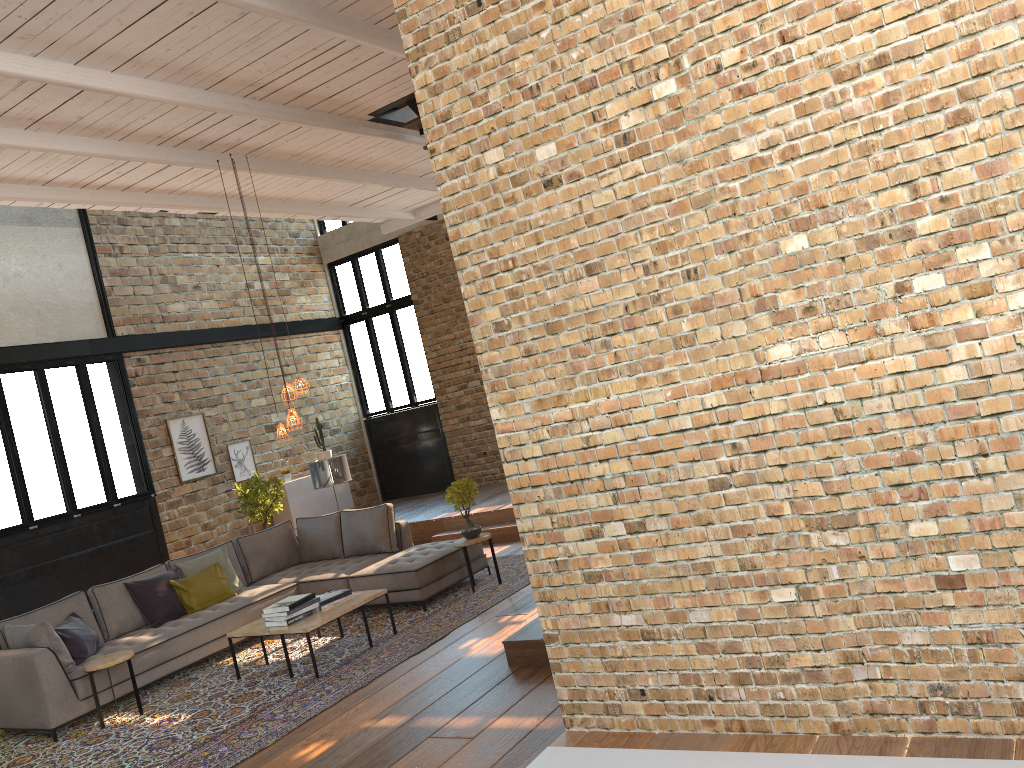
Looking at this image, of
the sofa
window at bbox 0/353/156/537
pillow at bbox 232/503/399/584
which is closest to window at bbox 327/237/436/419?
window at bbox 0/353/156/537

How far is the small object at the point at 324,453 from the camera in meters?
13.7 m

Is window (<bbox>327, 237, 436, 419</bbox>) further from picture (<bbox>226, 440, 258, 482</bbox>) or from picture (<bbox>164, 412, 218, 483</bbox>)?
picture (<bbox>164, 412, 218, 483</bbox>)

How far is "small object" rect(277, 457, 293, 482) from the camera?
13.04m

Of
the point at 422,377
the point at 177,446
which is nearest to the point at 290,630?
the point at 177,446

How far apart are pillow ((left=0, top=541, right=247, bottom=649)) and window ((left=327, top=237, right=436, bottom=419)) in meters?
5.6

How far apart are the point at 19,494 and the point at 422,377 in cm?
612

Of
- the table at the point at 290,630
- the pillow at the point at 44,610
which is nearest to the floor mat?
the table at the point at 290,630

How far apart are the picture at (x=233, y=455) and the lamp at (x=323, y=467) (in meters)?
3.32

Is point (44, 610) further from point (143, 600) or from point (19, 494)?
point (19, 494)
